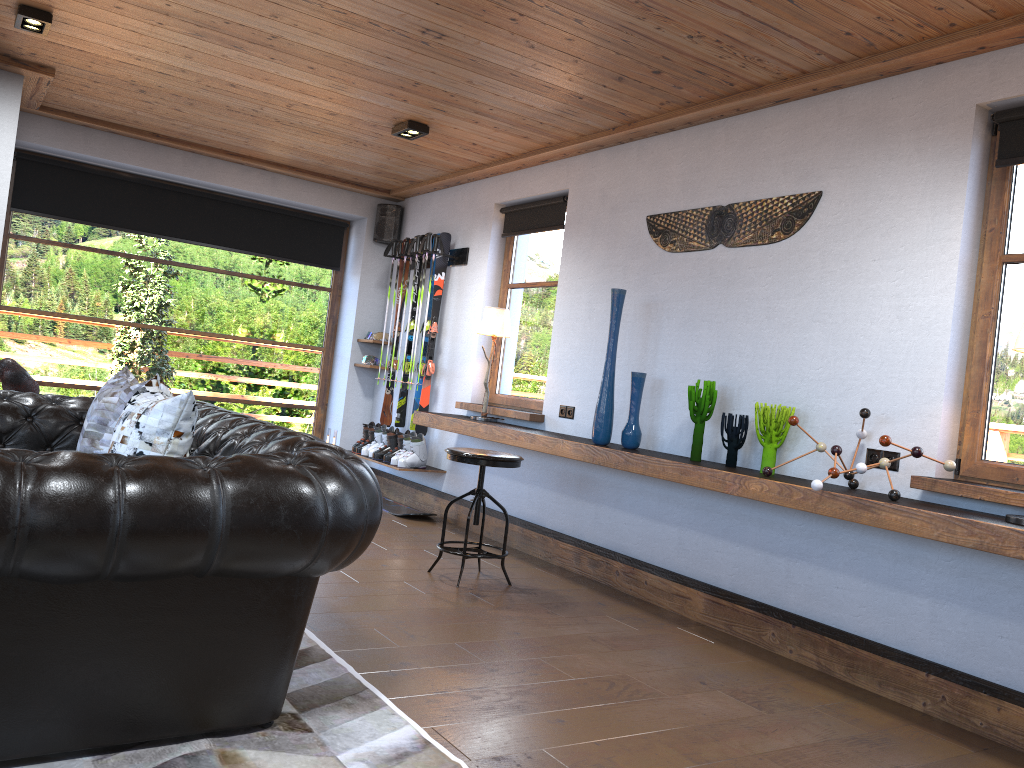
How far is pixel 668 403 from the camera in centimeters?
488cm

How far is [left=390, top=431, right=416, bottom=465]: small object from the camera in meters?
Answer: 6.9

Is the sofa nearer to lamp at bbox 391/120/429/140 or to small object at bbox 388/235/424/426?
lamp at bbox 391/120/429/140

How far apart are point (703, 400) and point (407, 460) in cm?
301

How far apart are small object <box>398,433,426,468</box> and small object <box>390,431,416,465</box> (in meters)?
0.10

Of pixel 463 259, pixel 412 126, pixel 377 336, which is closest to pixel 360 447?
pixel 377 336

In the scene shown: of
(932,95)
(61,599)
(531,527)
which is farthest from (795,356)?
(61,599)

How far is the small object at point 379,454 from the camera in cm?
714

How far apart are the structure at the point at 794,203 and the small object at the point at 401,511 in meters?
3.1

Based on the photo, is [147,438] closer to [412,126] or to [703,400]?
[703,400]
